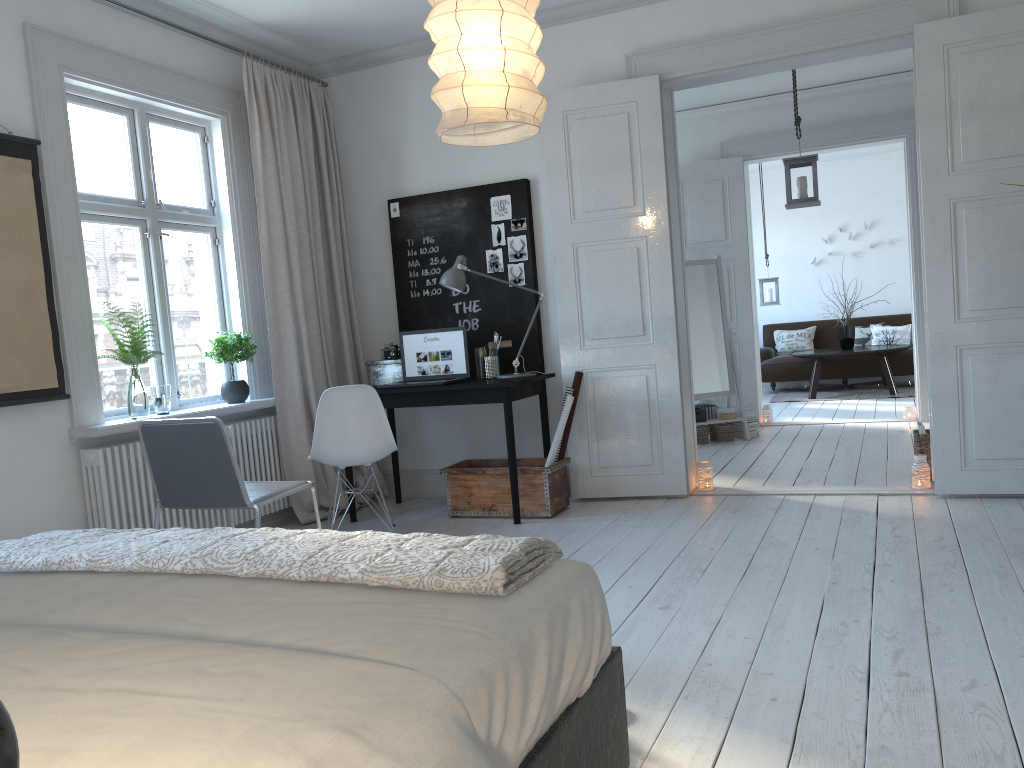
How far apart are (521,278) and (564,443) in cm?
104

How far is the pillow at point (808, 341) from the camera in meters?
11.0 m

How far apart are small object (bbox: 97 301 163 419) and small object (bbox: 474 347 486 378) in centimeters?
185cm

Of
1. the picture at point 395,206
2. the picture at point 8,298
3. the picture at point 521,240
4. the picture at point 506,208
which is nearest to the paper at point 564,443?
the picture at point 521,240

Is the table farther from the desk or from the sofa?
the desk

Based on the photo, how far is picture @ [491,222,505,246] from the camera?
5.3 meters

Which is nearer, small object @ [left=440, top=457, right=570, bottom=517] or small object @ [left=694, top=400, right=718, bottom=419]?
small object @ [left=440, top=457, right=570, bottom=517]

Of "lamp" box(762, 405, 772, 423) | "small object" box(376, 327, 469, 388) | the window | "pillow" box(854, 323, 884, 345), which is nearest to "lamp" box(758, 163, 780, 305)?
"pillow" box(854, 323, 884, 345)

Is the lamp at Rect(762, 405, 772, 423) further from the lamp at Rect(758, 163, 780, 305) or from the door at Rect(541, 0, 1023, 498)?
the door at Rect(541, 0, 1023, 498)

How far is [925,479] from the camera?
4.7m
